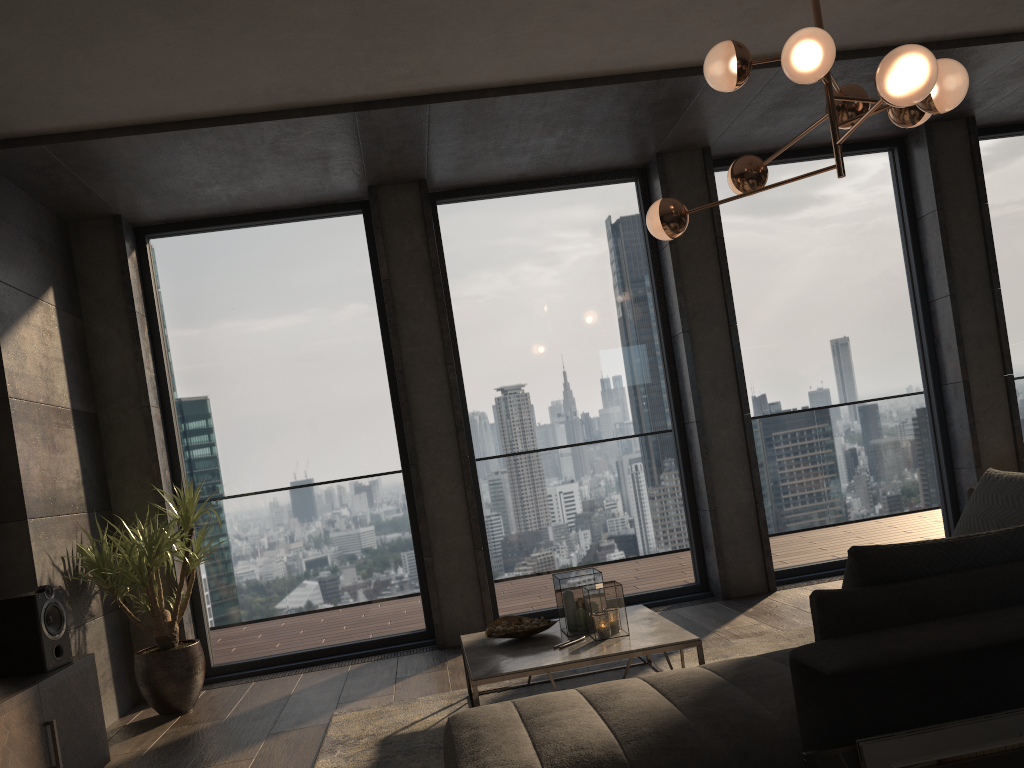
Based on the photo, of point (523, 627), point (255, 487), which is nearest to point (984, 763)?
point (523, 627)

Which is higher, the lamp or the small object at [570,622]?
the lamp

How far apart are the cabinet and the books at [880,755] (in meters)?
2.77

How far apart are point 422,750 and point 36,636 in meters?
1.6

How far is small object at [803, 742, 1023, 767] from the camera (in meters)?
1.85

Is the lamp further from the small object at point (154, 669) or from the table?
the small object at point (154, 669)

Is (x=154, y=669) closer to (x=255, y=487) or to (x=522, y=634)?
(x=255, y=487)

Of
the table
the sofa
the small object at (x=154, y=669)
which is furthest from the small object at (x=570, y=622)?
the small object at (x=154, y=669)

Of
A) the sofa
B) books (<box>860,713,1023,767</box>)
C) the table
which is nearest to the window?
the table

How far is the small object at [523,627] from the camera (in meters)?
3.89
